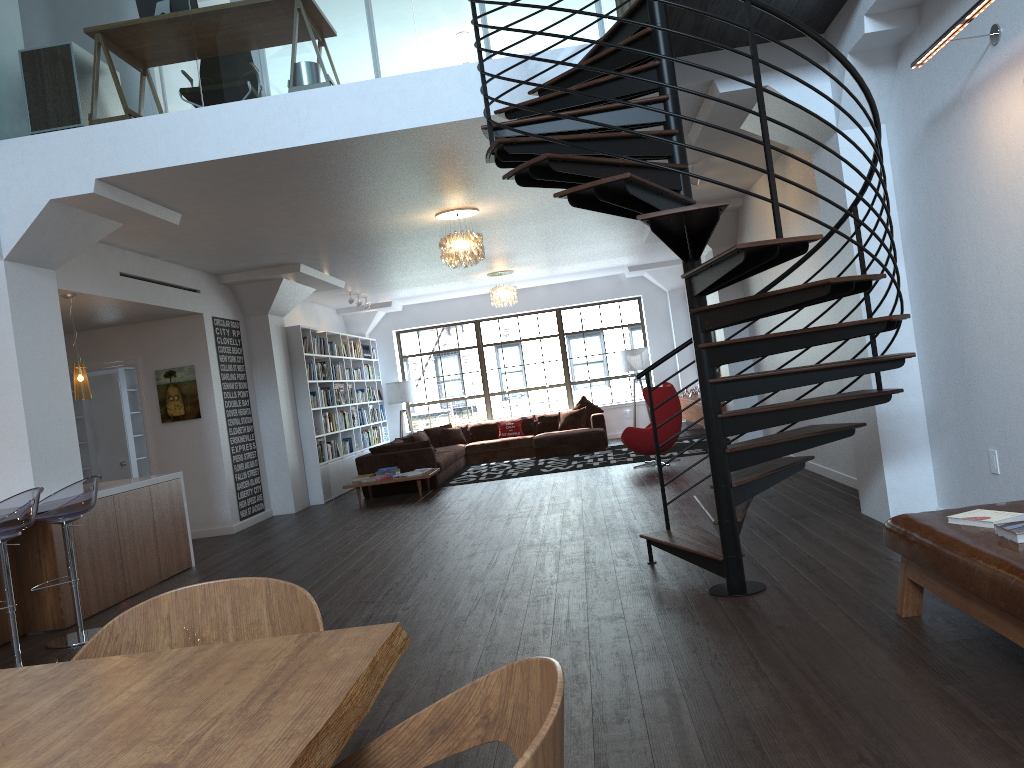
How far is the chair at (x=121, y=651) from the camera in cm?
215

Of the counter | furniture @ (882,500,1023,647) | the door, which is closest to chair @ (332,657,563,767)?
furniture @ (882,500,1023,647)

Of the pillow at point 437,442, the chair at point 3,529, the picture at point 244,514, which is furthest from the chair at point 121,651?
the pillow at point 437,442

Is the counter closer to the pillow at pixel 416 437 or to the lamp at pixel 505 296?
the pillow at pixel 416 437

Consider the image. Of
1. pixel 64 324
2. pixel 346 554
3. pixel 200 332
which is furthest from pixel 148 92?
pixel 200 332

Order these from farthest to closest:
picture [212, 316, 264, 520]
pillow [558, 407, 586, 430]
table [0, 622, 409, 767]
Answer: pillow [558, 407, 586, 430]
picture [212, 316, 264, 520]
table [0, 622, 409, 767]

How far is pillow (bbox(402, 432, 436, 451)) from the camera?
13.8m

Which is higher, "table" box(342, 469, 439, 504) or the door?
the door

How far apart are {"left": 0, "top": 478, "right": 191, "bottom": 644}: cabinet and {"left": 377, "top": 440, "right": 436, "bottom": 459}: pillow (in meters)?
4.34

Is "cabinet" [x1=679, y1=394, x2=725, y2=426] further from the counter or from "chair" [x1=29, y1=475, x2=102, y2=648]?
"chair" [x1=29, y1=475, x2=102, y2=648]
